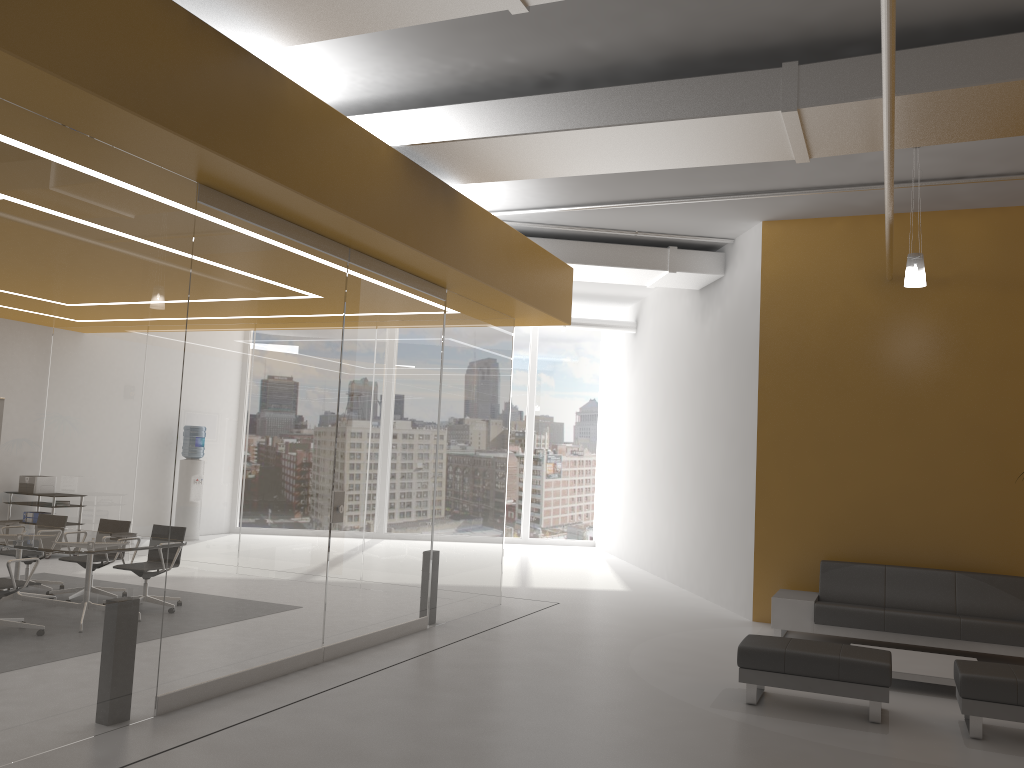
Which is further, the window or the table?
the window

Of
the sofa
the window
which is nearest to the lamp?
the sofa

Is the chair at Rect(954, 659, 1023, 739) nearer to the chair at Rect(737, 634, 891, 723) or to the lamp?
the chair at Rect(737, 634, 891, 723)

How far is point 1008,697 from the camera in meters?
5.6 m

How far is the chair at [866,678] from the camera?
5.9 meters

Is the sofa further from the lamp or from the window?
the window

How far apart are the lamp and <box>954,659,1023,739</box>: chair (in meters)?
3.10

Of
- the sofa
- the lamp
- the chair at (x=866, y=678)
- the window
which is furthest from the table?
the window

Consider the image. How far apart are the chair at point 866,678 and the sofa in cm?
211

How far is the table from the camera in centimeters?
679cm
